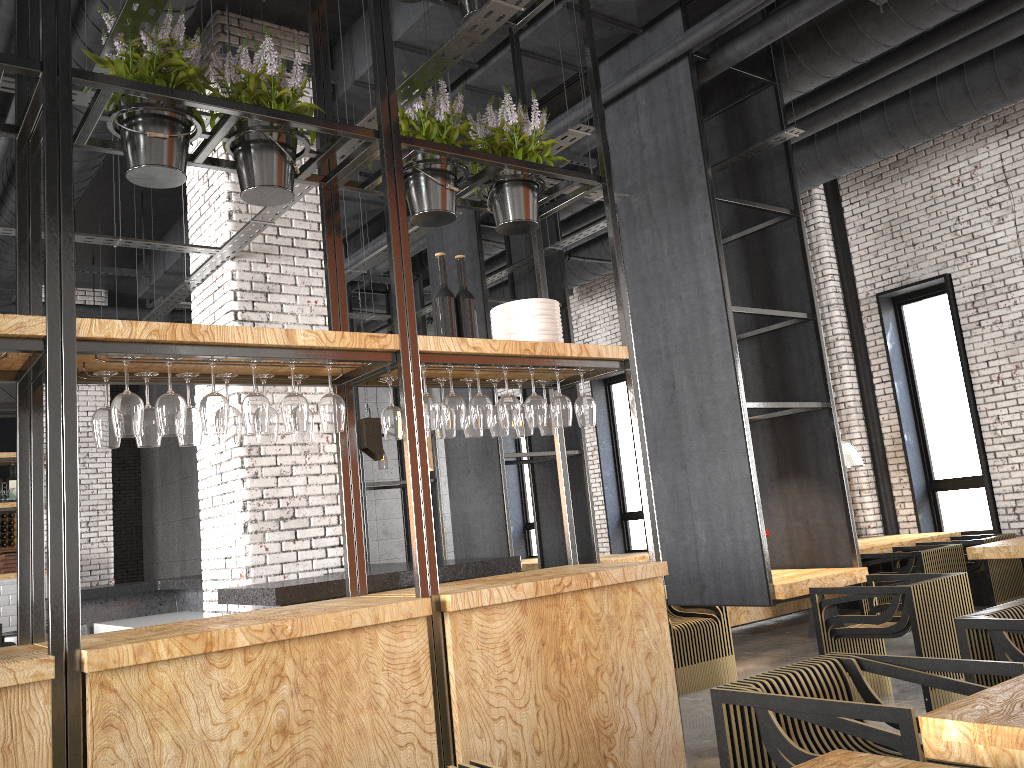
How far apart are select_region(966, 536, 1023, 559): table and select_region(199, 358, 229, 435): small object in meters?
5.7

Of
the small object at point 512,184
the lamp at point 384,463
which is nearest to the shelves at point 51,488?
the small object at point 512,184

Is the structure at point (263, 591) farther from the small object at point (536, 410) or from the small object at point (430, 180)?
the small object at point (430, 180)

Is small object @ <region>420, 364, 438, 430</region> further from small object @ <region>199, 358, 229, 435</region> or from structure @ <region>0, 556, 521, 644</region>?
structure @ <region>0, 556, 521, 644</region>

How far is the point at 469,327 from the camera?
3.97m

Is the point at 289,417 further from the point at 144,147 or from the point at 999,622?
the point at 999,622

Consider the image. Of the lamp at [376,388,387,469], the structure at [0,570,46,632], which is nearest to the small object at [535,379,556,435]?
the structure at [0,570,46,632]

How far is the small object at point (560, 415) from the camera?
4.0m

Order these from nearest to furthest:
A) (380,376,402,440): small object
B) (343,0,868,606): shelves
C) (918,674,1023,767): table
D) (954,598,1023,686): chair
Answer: (918,674,1023,767): table < (954,598,1023,686): chair < (380,376,402,440): small object < (343,0,868,606): shelves

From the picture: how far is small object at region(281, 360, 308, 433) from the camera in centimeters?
321cm
